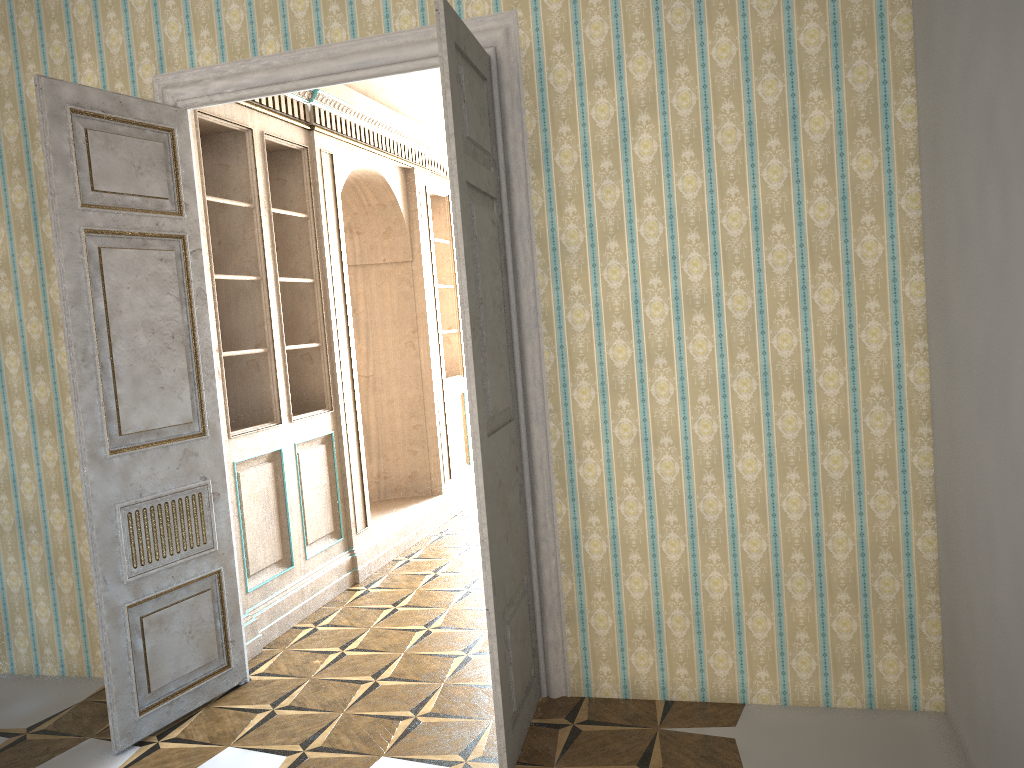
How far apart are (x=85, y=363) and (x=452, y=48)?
1.9 meters

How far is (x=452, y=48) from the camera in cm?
295

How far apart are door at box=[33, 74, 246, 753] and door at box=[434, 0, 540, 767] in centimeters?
143cm

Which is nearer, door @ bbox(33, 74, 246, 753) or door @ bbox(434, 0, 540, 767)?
door @ bbox(434, 0, 540, 767)

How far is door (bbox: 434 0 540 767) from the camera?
3.0m

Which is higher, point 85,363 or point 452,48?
point 452,48

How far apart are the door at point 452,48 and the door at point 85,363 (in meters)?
1.43
